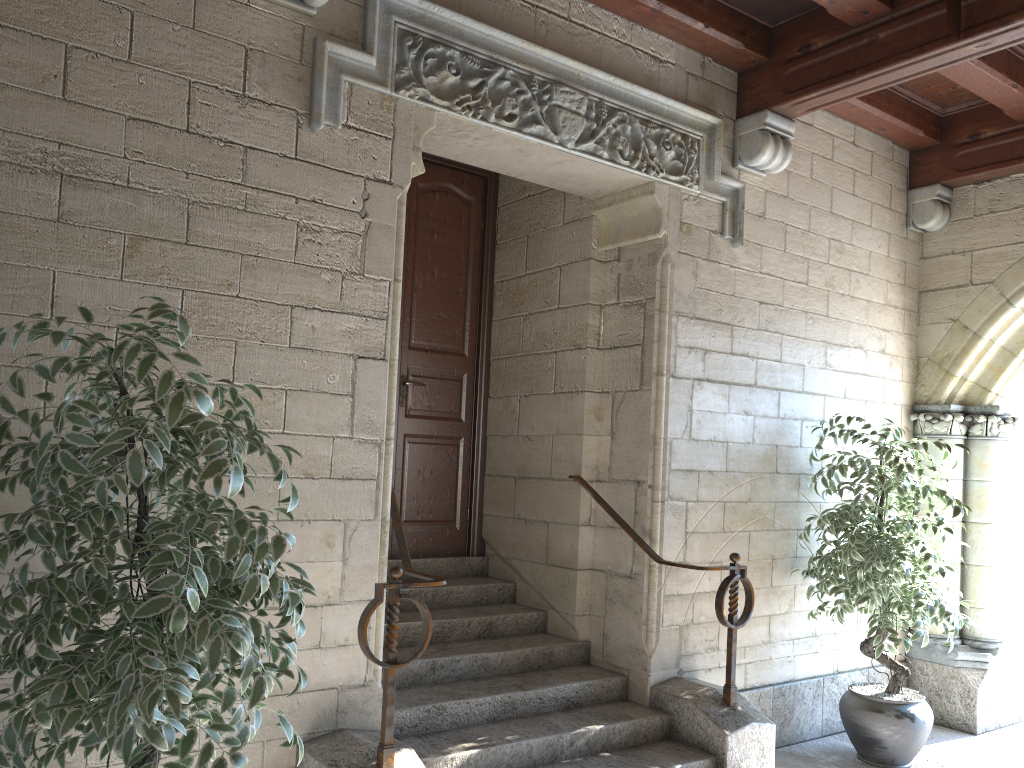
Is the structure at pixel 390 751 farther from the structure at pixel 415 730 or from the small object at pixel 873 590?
the small object at pixel 873 590

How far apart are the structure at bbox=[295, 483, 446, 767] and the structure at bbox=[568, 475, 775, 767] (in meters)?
1.02

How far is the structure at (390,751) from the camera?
2.6 meters

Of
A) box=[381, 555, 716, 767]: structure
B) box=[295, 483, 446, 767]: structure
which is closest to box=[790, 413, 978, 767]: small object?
box=[381, 555, 716, 767]: structure

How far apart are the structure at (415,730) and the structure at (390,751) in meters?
0.2 m

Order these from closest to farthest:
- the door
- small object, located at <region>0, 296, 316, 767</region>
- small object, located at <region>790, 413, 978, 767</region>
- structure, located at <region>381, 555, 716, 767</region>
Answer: small object, located at <region>0, 296, 316, 767</region> → structure, located at <region>381, 555, 716, 767</region> → small object, located at <region>790, 413, 978, 767</region> → the door

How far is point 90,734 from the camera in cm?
168

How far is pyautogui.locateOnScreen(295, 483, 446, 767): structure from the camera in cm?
261

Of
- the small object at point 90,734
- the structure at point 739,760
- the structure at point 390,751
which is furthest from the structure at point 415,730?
the small object at point 90,734

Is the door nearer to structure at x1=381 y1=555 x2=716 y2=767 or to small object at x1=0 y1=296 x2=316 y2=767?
structure at x1=381 y1=555 x2=716 y2=767
